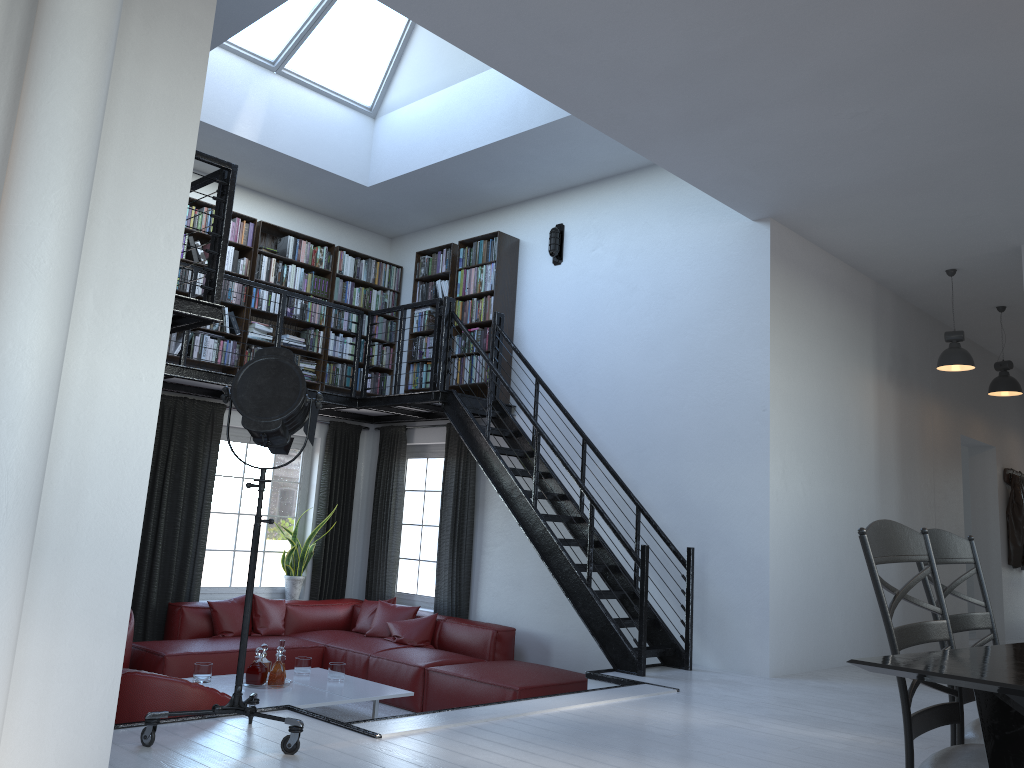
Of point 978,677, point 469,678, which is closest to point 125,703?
point 469,678

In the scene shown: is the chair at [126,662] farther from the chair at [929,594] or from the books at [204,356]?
the chair at [929,594]

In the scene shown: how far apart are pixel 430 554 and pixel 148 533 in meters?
2.7

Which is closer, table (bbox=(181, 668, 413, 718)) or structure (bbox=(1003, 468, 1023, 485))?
table (bbox=(181, 668, 413, 718))

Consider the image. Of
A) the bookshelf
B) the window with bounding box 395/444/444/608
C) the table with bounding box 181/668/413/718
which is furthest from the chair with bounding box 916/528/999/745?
the window with bounding box 395/444/444/608

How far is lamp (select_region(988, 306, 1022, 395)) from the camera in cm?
840

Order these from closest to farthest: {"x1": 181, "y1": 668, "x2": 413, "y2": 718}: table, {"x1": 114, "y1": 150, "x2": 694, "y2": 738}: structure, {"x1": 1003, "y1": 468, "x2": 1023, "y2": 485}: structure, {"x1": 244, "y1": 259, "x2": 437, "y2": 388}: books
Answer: {"x1": 114, "y1": 150, "x2": 694, "y2": 738}: structure → {"x1": 181, "y1": 668, "x2": 413, "y2": 718}: table → {"x1": 244, "y1": 259, "x2": 437, "y2": 388}: books → {"x1": 1003, "y1": 468, "x2": 1023, "y2": 485}: structure

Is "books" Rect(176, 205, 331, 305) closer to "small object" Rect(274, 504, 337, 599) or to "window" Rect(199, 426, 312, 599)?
"window" Rect(199, 426, 312, 599)

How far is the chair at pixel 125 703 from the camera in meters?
3.8

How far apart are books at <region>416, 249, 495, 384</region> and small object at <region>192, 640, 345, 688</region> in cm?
285
